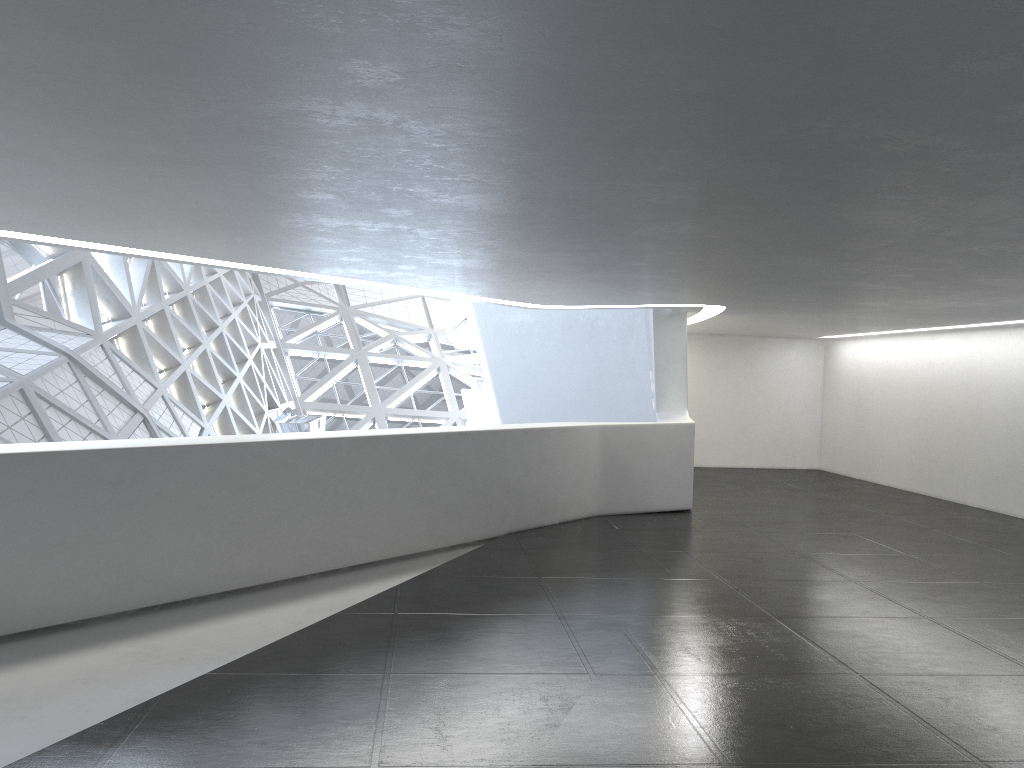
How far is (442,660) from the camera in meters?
7.8 m
